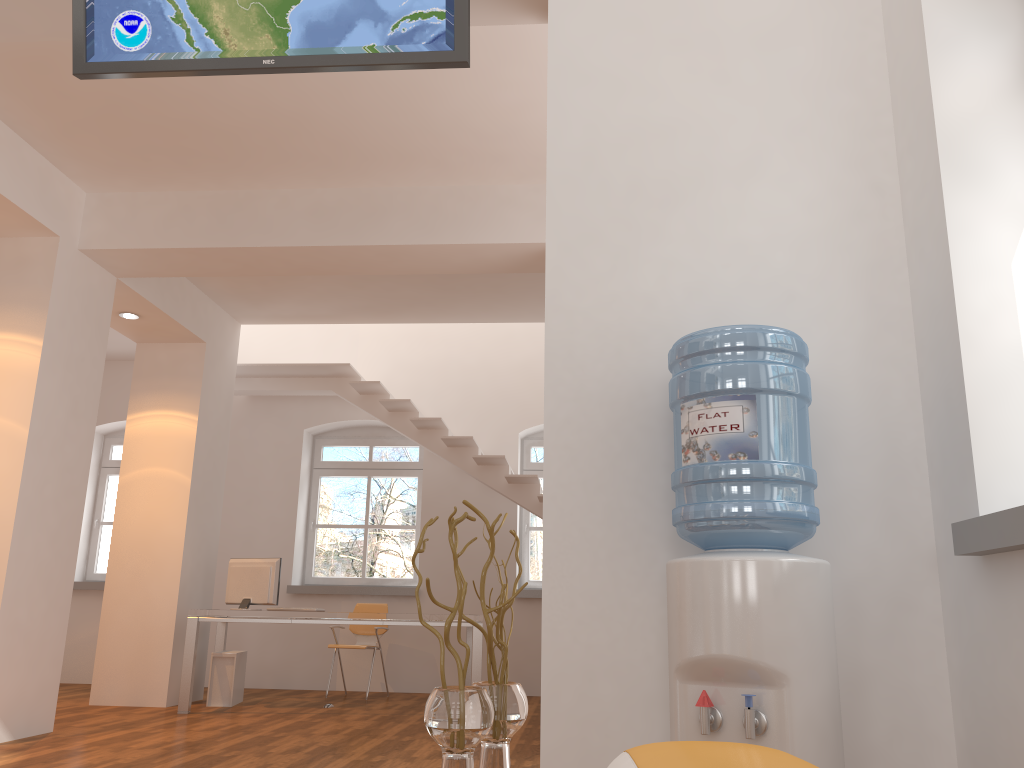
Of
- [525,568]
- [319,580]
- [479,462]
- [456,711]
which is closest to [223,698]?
[319,580]

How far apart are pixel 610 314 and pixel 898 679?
1.3m

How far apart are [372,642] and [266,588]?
1.6m

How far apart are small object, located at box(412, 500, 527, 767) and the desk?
4.10m

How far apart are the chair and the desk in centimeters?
27cm

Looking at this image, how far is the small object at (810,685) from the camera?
2.05m

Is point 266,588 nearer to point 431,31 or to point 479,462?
point 479,462

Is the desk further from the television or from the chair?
the television

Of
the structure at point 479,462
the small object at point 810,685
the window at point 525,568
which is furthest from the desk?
the small object at point 810,685

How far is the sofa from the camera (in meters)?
0.57
